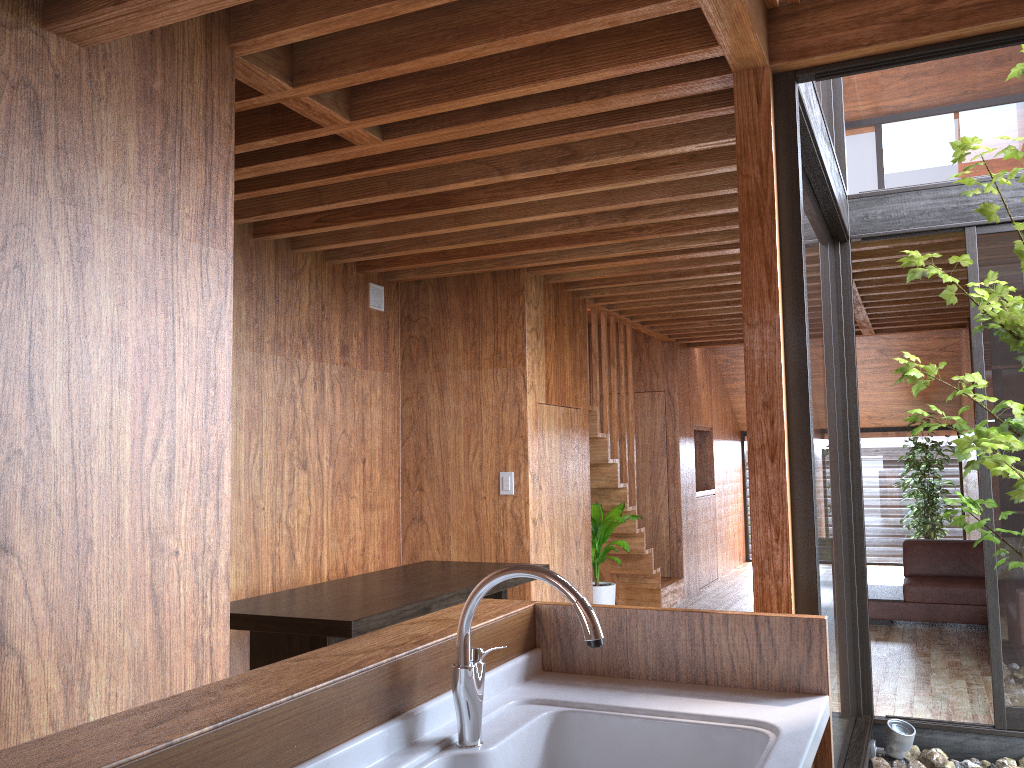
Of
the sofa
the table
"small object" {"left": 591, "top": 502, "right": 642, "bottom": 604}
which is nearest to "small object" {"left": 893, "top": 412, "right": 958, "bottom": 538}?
the sofa

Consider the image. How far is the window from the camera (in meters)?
3.27

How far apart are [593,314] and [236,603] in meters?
3.5 m

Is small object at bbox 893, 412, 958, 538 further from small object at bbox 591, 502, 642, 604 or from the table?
the table

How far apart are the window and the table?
1.4m

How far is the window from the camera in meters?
3.3

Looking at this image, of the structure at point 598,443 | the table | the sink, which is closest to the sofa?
the structure at point 598,443

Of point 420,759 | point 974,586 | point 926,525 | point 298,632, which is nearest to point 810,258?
point 298,632

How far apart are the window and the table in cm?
137

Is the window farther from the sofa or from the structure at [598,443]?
the sofa
